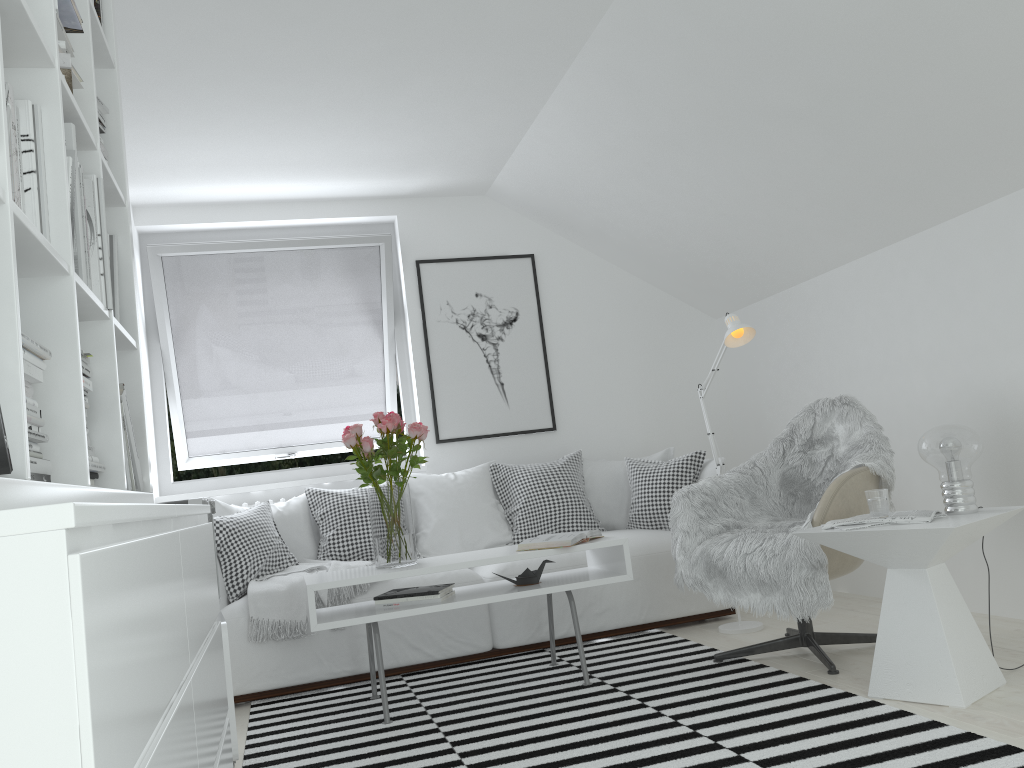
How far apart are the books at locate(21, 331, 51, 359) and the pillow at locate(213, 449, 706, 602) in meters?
2.7 m

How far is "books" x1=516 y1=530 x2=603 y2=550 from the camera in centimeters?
332cm

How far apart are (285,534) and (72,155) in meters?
2.9 m

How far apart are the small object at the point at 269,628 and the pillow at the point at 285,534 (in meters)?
0.03

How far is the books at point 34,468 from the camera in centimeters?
135cm

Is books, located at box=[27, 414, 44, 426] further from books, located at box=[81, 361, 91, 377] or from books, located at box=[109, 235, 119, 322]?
books, located at box=[109, 235, 119, 322]

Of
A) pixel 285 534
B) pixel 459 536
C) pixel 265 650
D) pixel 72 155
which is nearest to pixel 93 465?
pixel 72 155

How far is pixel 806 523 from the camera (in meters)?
3.03

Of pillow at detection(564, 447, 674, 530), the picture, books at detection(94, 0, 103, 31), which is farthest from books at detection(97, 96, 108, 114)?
pillow at detection(564, 447, 674, 530)

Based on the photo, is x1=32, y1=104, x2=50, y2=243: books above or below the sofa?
above
